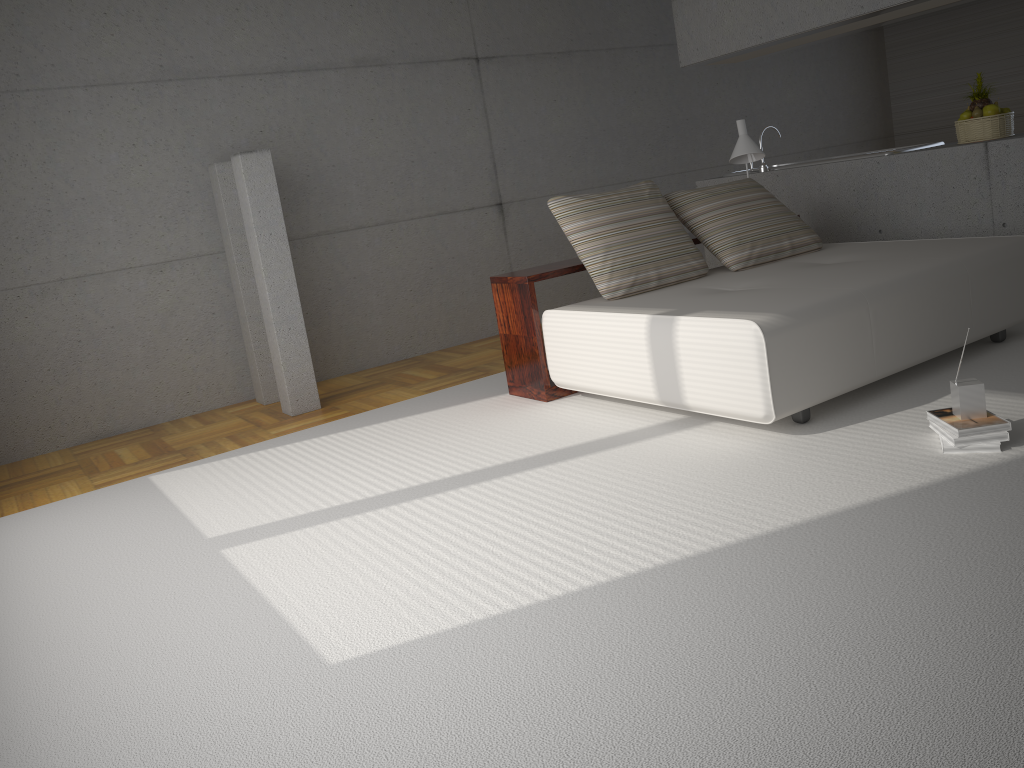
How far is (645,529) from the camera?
3.0 meters

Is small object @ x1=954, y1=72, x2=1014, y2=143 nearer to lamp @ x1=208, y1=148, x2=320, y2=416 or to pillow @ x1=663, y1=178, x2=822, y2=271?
pillow @ x1=663, y1=178, x2=822, y2=271

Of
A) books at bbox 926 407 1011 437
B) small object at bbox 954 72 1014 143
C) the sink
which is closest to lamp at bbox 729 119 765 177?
the sink

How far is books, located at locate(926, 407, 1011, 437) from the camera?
3.19m

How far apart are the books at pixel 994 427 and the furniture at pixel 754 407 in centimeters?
46cm

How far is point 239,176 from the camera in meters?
5.4

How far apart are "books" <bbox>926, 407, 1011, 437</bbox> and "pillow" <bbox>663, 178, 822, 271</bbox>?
→ 1.9 meters

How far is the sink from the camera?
6.0m

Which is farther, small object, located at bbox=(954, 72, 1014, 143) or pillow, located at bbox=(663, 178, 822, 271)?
small object, located at bbox=(954, 72, 1014, 143)

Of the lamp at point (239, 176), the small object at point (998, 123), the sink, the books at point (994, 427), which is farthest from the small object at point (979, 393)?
the lamp at point (239, 176)
